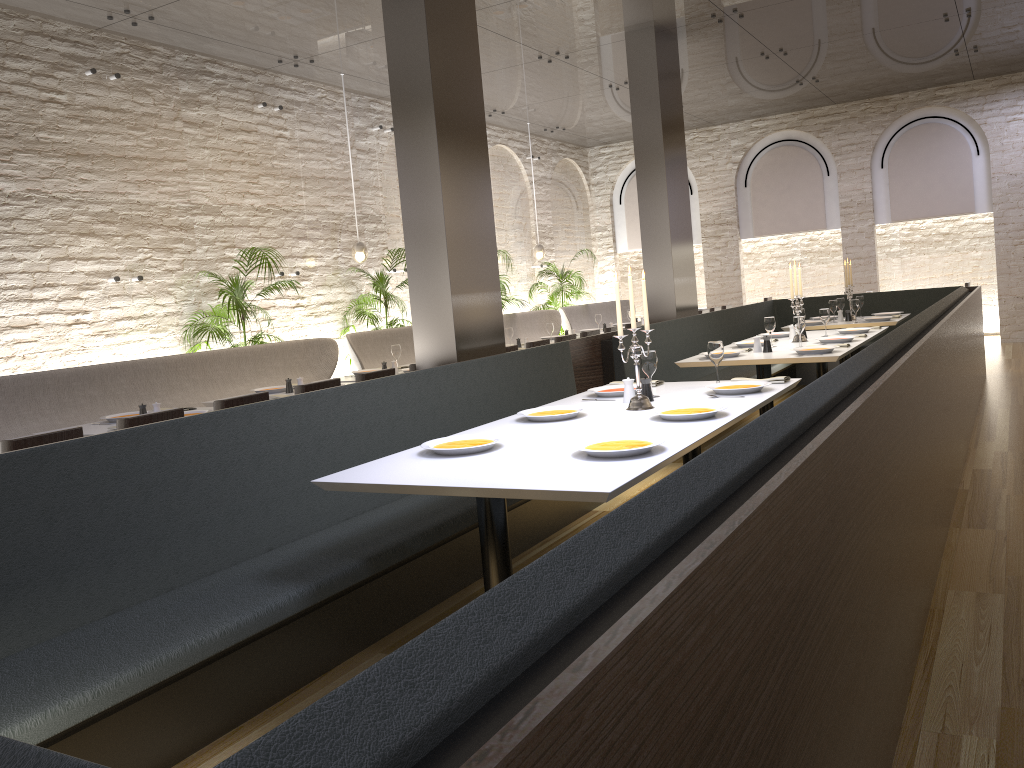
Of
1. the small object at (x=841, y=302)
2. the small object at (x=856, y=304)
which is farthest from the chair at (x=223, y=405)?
the small object at (x=841, y=302)

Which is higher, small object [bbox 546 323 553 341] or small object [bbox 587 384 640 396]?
small object [bbox 546 323 553 341]

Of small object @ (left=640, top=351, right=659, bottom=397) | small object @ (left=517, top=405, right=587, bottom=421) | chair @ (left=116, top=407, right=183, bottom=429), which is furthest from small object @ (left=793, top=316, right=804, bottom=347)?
chair @ (left=116, top=407, right=183, bottom=429)

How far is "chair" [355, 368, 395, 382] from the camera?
5.8m

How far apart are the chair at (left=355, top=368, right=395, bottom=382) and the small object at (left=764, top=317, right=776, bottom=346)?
2.9 meters

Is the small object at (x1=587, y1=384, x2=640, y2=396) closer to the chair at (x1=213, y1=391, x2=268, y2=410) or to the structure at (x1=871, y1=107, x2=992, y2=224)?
the chair at (x1=213, y1=391, x2=268, y2=410)

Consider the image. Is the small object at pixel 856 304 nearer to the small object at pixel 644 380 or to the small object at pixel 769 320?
the small object at pixel 769 320

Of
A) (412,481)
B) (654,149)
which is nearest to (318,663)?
(412,481)

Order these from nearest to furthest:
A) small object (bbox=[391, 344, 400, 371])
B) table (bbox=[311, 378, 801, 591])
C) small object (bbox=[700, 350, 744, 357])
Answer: table (bbox=[311, 378, 801, 591])
small object (bbox=[700, 350, 744, 357])
small object (bbox=[391, 344, 400, 371])

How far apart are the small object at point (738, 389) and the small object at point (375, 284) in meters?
5.6
